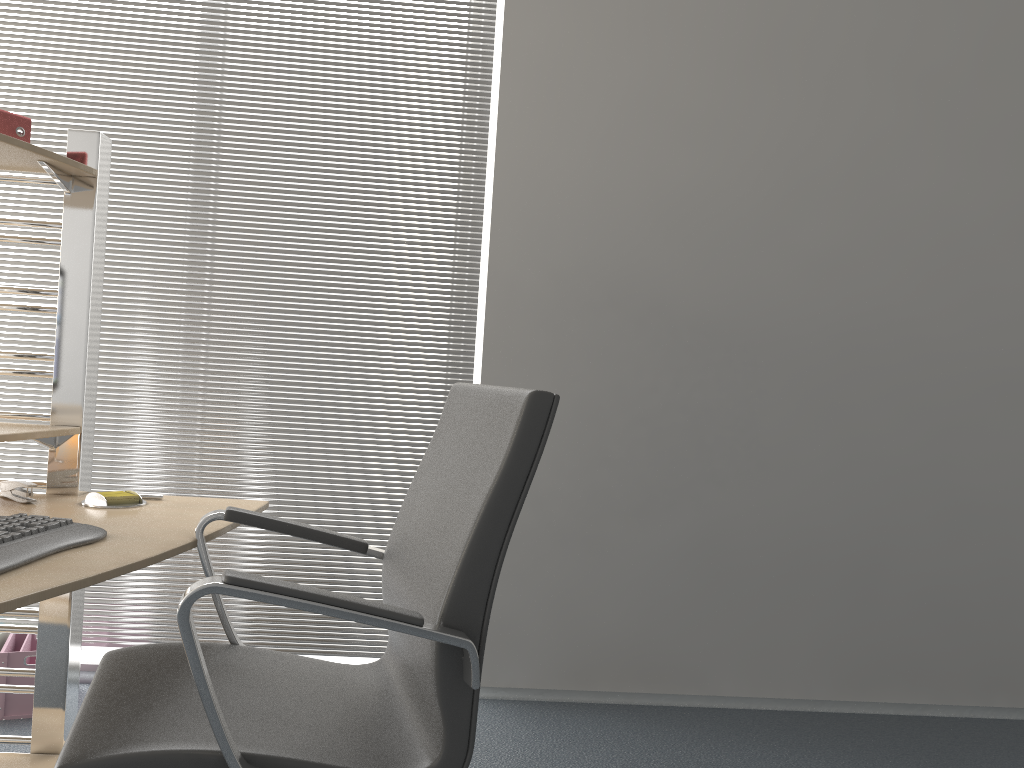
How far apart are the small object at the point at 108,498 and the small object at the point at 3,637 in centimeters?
111cm

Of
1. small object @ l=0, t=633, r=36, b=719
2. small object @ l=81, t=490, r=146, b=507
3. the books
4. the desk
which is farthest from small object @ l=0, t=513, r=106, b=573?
small object @ l=0, t=633, r=36, b=719

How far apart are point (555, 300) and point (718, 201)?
0.65m

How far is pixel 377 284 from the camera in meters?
3.0

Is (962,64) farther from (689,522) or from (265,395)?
(265,395)

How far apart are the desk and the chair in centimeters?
2cm

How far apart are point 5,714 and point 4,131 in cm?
167

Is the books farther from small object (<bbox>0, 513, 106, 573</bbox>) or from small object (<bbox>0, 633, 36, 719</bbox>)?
small object (<bbox>0, 633, 36, 719</bbox>)

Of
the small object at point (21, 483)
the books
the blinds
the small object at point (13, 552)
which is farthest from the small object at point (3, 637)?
the books

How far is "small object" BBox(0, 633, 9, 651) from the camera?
2.7m
